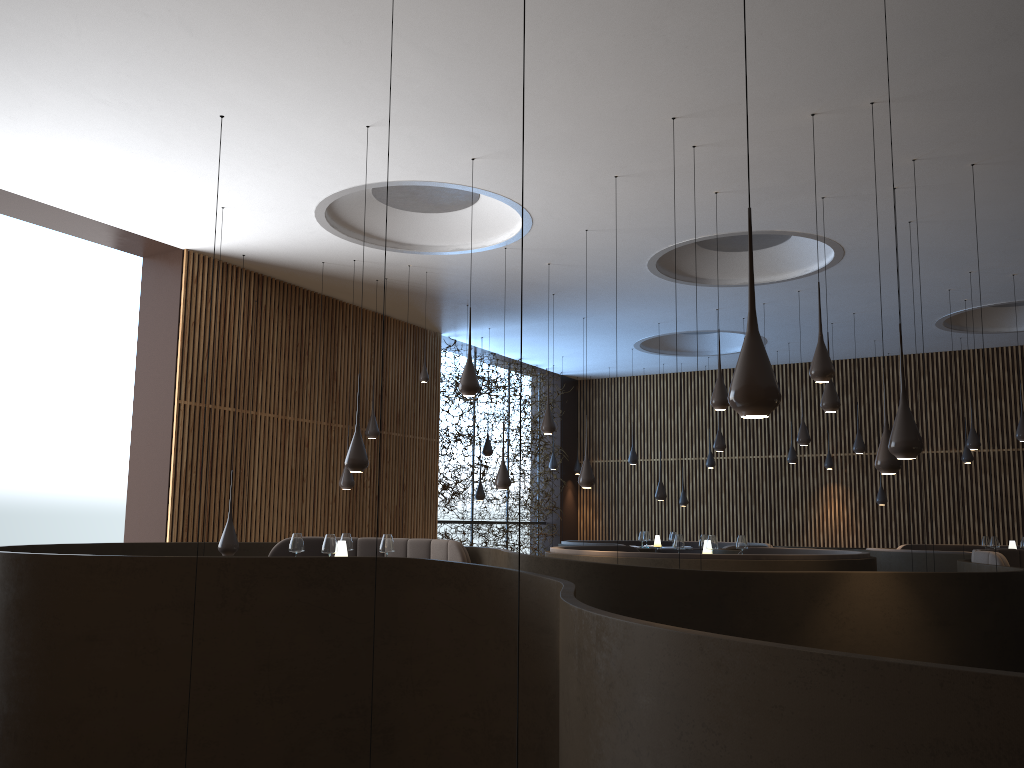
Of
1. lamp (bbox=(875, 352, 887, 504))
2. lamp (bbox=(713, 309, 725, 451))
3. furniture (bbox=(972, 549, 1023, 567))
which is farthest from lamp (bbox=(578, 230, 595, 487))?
lamp (bbox=(875, 352, 887, 504))

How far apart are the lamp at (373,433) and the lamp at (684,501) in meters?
8.2 m

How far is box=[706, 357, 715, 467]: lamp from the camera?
17.39m

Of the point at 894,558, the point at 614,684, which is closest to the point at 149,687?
the point at 614,684

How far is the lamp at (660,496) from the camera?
14.4m

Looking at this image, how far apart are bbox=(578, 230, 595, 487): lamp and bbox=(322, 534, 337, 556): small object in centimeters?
303cm

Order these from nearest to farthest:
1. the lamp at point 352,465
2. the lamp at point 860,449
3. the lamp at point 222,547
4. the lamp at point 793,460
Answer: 1. the lamp at point 352,465
2. the lamp at point 222,547
3. the lamp at point 860,449
4. the lamp at point 793,460

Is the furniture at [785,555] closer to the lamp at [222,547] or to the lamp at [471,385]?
the lamp at [471,385]

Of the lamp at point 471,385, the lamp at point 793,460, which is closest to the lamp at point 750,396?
the lamp at point 471,385

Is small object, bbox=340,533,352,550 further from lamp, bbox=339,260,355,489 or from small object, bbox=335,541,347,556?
lamp, bbox=339,260,355,489
